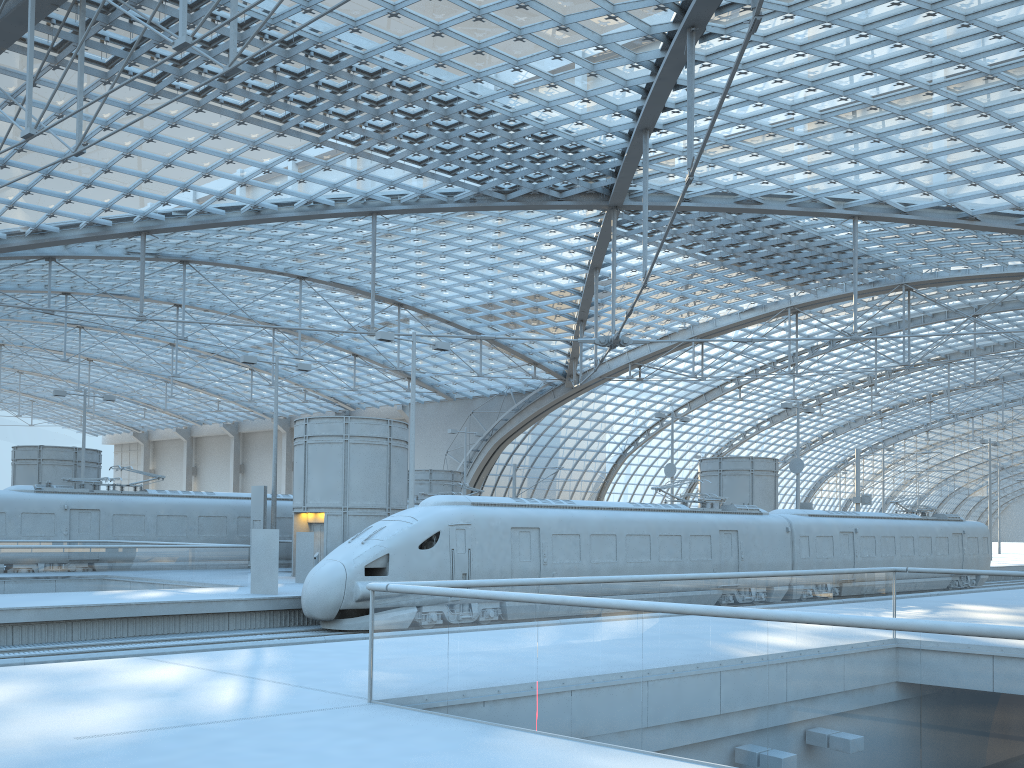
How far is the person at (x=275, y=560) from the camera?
21.96m

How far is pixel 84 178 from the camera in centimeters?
3551cm

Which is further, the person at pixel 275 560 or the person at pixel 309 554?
the person at pixel 309 554

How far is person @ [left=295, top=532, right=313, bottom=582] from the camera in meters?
26.5 m

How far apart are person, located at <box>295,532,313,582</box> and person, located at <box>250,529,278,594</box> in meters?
4.3 m

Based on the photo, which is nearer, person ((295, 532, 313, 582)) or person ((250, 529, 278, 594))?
person ((250, 529, 278, 594))

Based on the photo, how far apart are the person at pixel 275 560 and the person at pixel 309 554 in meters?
4.3

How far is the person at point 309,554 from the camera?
26.5 meters

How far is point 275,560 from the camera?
22.0m

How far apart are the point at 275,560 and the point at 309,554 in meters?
4.6
